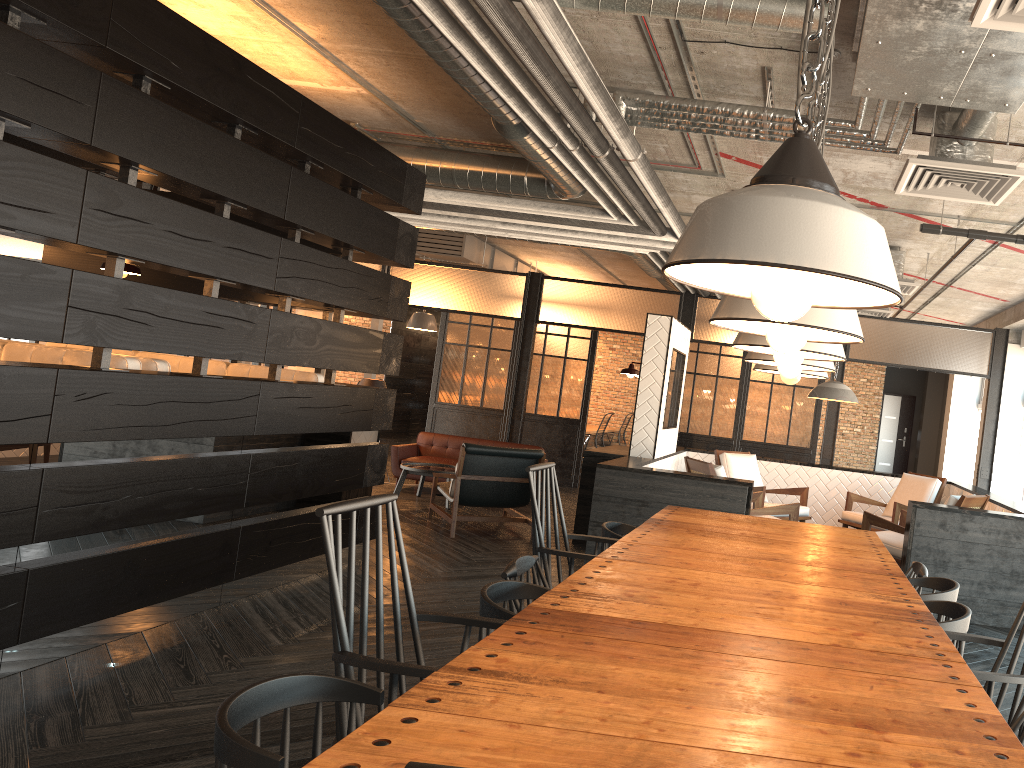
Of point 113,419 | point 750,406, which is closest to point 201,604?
point 113,419

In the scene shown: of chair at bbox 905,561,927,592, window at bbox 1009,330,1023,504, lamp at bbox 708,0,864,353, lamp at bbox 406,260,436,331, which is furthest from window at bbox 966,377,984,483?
lamp at bbox 708,0,864,353

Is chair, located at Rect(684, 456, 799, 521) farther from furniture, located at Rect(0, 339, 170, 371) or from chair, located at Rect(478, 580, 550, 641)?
chair, located at Rect(478, 580, 550, 641)

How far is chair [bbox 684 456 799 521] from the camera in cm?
656

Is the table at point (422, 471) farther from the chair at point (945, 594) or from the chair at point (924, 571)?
the chair at point (945, 594)

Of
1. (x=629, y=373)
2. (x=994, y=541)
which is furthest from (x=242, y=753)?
(x=629, y=373)

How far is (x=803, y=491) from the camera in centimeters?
822cm

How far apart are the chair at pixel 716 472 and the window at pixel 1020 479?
4.45m

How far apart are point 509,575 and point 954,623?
1.4m

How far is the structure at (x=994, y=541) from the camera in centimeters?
559cm
